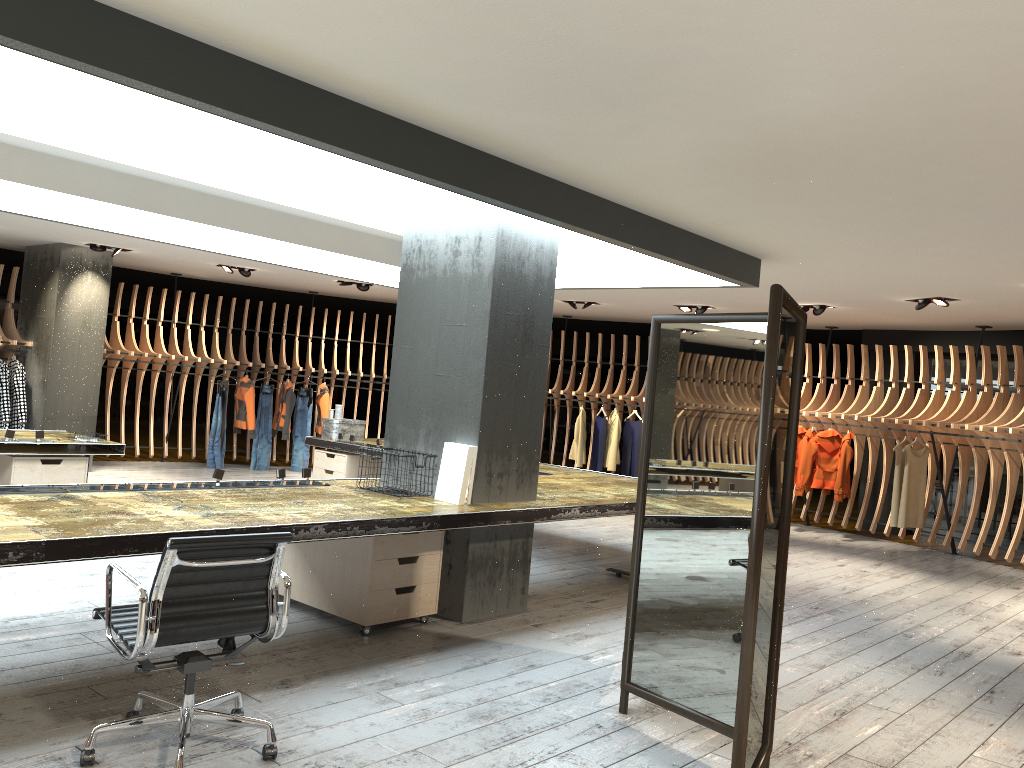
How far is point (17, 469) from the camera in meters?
6.8 m

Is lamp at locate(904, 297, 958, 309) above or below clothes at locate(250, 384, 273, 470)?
above

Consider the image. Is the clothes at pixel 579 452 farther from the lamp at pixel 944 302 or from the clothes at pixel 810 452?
the lamp at pixel 944 302

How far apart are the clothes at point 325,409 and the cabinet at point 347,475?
3.0m

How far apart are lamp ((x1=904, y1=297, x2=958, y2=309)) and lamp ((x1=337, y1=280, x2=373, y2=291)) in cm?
700

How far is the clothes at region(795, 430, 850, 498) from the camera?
11.30m

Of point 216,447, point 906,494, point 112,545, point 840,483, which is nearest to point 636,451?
point 840,483

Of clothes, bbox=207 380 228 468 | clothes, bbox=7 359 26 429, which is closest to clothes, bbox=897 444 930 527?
clothes, bbox=207 380 228 468

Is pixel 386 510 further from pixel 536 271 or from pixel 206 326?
pixel 206 326

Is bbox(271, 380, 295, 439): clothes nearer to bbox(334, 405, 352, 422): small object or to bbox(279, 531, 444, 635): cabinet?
bbox(334, 405, 352, 422): small object
